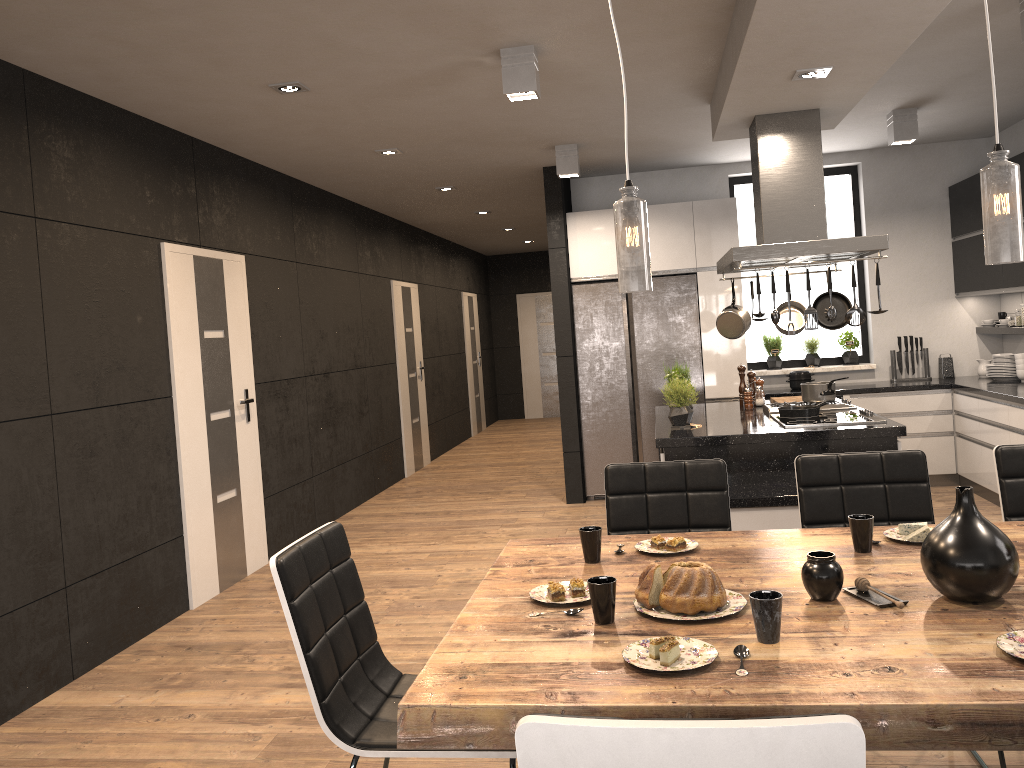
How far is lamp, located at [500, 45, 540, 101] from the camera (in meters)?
4.06

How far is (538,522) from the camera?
6.6 meters

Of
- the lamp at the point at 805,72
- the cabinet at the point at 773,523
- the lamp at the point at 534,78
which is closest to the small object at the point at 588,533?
the cabinet at the point at 773,523

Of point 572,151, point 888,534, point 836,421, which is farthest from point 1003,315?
point 888,534

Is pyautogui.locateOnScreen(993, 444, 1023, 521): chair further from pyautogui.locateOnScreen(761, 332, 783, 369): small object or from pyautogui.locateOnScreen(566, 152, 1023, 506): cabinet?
pyautogui.locateOnScreen(761, 332, 783, 369): small object

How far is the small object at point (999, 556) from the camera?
1.9m

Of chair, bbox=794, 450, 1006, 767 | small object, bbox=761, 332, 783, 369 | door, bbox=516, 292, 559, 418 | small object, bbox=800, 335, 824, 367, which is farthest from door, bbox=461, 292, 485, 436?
chair, bbox=794, 450, 1006, 767

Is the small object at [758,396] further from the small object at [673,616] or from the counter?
the small object at [673,616]

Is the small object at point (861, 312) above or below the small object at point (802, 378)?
above

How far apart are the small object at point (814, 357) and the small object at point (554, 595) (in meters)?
5.86
